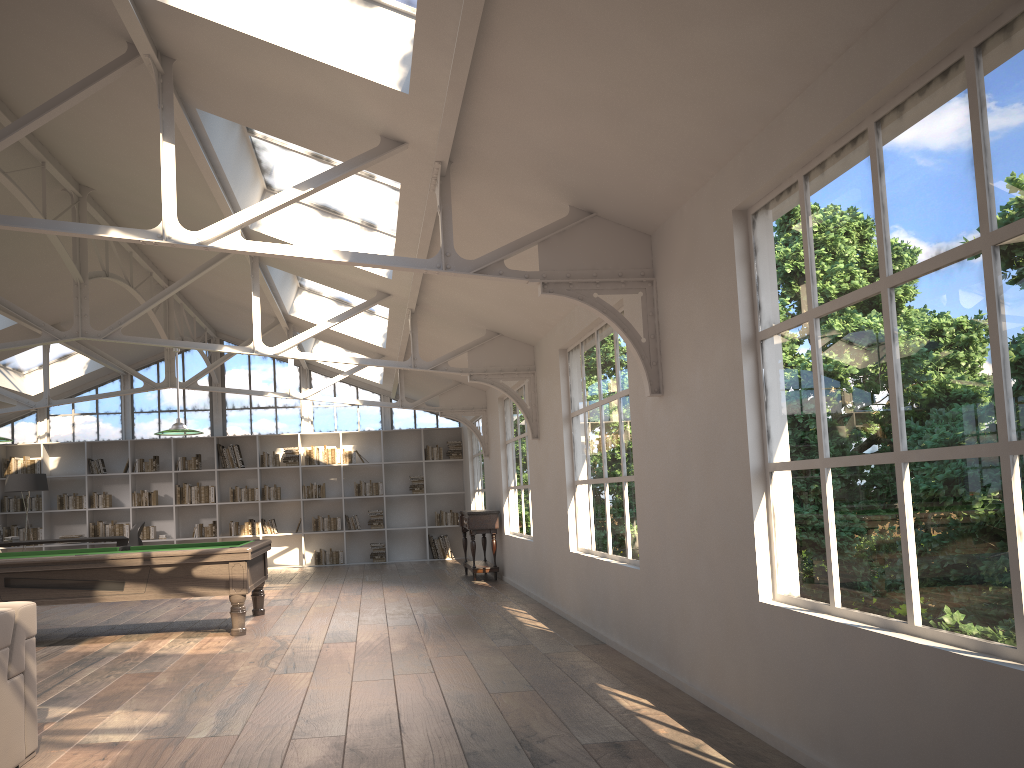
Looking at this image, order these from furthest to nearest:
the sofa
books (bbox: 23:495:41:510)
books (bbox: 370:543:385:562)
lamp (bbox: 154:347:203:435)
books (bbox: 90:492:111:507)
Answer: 1. books (bbox: 370:543:385:562)
2. books (bbox: 90:492:111:507)
3. books (bbox: 23:495:41:510)
4. lamp (bbox: 154:347:203:435)
5. the sofa

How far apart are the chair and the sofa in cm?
989

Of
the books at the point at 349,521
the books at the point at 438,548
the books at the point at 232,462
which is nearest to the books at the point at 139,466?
the books at the point at 232,462

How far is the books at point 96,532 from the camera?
14.6 meters

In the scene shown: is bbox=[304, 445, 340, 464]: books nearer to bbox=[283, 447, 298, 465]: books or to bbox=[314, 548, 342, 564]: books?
bbox=[283, 447, 298, 465]: books

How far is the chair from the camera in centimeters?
1325cm

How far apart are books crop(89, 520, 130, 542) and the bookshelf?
0.12m

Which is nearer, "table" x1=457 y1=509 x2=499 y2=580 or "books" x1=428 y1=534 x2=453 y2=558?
"table" x1=457 y1=509 x2=499 y2=580

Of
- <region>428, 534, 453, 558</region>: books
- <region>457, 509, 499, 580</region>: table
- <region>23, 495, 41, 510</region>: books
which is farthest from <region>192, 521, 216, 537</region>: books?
<region>457, 509, 499, 580</region>: table

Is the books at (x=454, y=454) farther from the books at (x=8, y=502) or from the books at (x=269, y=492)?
the books at (x=8, y=502)
